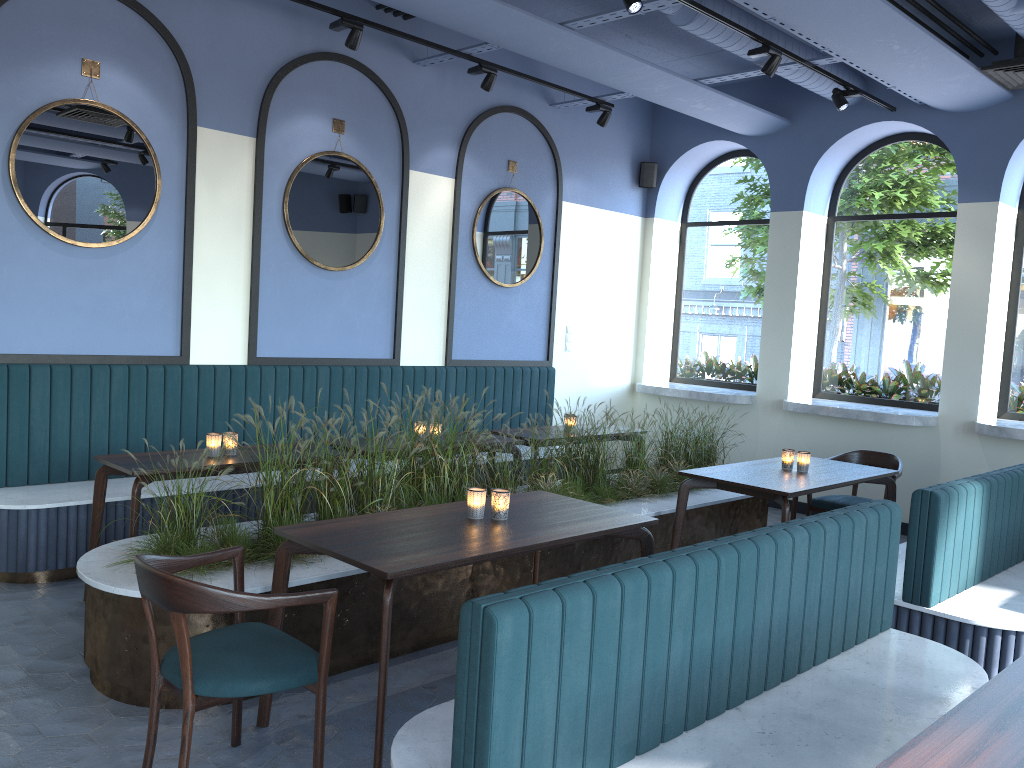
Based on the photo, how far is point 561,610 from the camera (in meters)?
2.03

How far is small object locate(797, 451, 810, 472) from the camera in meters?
5.3

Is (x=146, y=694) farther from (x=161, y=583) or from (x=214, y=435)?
(x=214, y=435)

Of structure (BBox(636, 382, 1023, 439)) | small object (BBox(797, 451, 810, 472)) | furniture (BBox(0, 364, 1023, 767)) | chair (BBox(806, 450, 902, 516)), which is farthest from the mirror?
small object (BBox(797, 451, 810, 472))

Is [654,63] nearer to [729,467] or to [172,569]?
[729,467]

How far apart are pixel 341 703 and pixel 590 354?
5.5m

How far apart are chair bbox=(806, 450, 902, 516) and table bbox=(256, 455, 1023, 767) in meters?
0.3 m

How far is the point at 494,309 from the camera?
7.7 meters

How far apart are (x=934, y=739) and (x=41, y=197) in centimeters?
513cm

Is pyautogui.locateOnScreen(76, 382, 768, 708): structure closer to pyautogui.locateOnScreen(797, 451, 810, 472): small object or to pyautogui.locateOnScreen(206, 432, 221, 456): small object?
pyautogui.locateOnScreen(206, 432, 221, 456): small object
